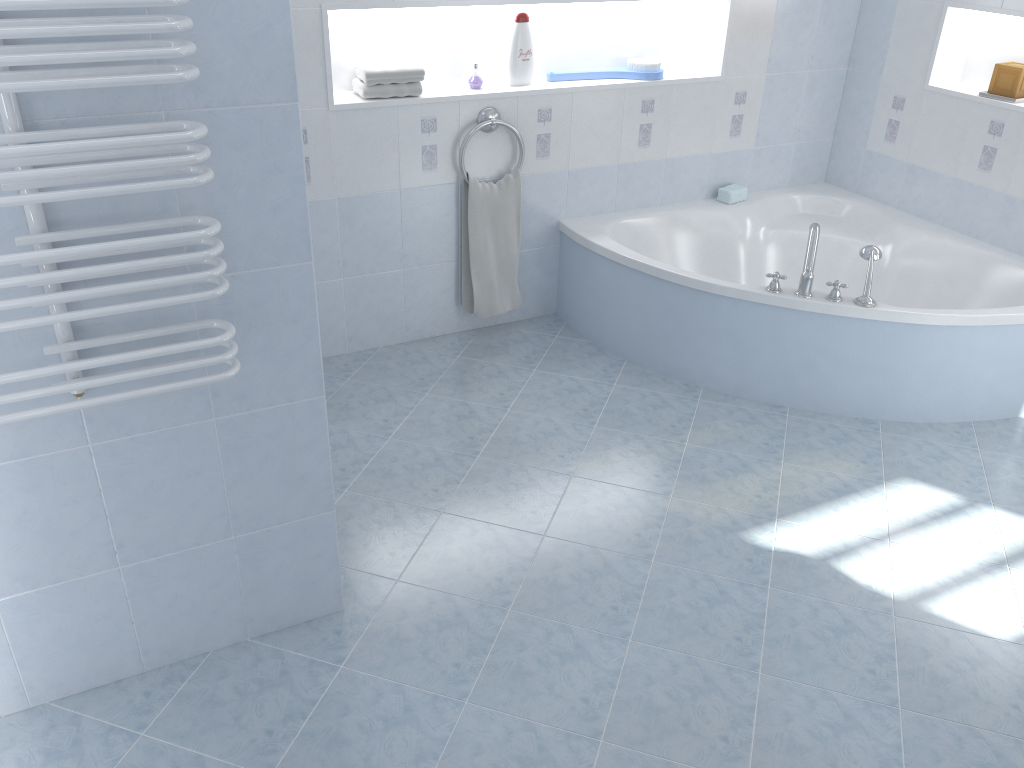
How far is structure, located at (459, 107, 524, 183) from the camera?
3.45m

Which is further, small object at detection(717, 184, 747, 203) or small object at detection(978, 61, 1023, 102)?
small object at detection(717, 184, 747, 203)

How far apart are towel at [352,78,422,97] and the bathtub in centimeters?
87cm

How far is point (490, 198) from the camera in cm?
359

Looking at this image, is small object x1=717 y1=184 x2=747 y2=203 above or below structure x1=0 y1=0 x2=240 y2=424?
below

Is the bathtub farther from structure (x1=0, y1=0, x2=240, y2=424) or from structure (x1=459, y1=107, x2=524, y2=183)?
structure (x1=0, y1=0, x2=240, y2=424)

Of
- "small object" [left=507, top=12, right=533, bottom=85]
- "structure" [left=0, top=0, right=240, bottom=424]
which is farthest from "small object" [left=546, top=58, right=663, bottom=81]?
"structure" [left=0, top=0, right=240, bottom=424]

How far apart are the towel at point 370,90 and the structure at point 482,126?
0.3m

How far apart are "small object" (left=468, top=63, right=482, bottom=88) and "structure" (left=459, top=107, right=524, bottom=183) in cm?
11

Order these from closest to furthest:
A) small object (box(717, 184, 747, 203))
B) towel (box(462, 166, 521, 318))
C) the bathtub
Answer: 1. the bathtub
2. towel (box(462, 166, 521, 318))
3. small object (box(717, 184, 747, 203))
